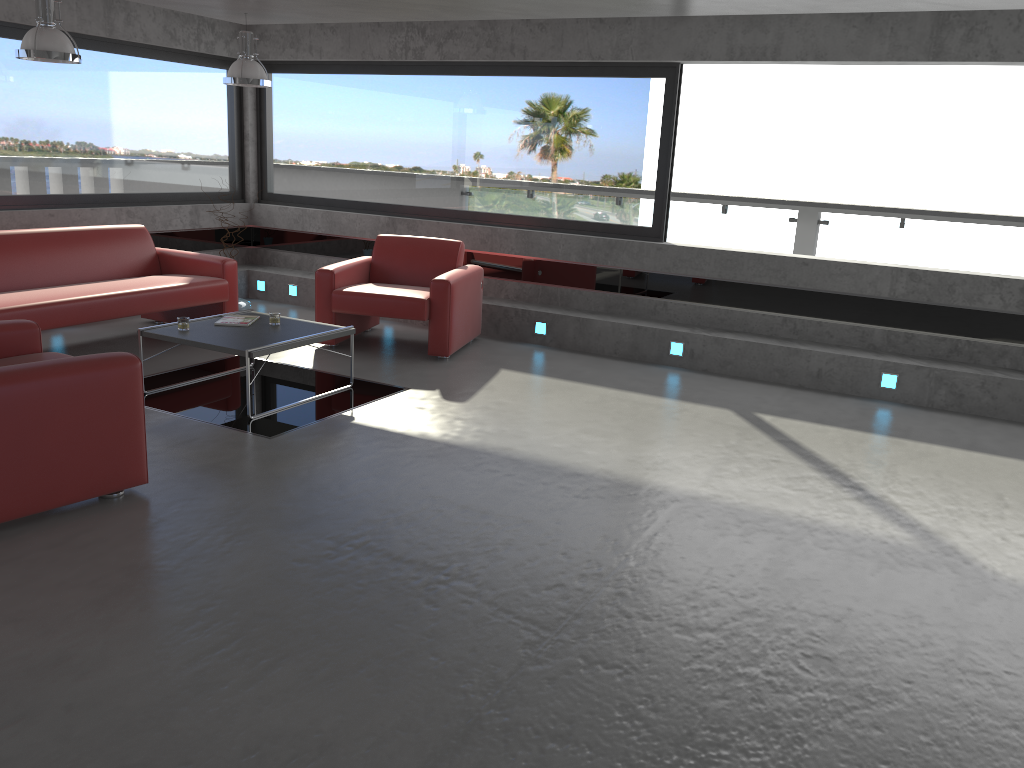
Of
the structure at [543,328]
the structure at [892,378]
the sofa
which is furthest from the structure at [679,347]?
the sofa

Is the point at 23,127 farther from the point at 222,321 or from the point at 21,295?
the point at 222,321

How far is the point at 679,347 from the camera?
7.4m

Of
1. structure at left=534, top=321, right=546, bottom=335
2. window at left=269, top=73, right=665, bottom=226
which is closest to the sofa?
window at left=269, top=73, right=665, bottom=226

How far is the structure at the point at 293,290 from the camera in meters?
9.2

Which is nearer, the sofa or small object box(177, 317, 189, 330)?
small object box(177, 317, 189, 330)

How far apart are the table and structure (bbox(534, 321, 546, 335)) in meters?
2.3

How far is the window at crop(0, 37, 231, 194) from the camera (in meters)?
7.51

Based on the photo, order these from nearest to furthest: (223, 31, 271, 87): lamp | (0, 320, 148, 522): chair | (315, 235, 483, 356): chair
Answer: (0, 320, 148, 522): chair < (315, 235, 483, 356): chair < (223, 31, 271, 87): lamp

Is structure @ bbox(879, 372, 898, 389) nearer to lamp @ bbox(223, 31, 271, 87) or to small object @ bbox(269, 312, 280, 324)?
small object @ bbox(269, 312, 280, 324)
